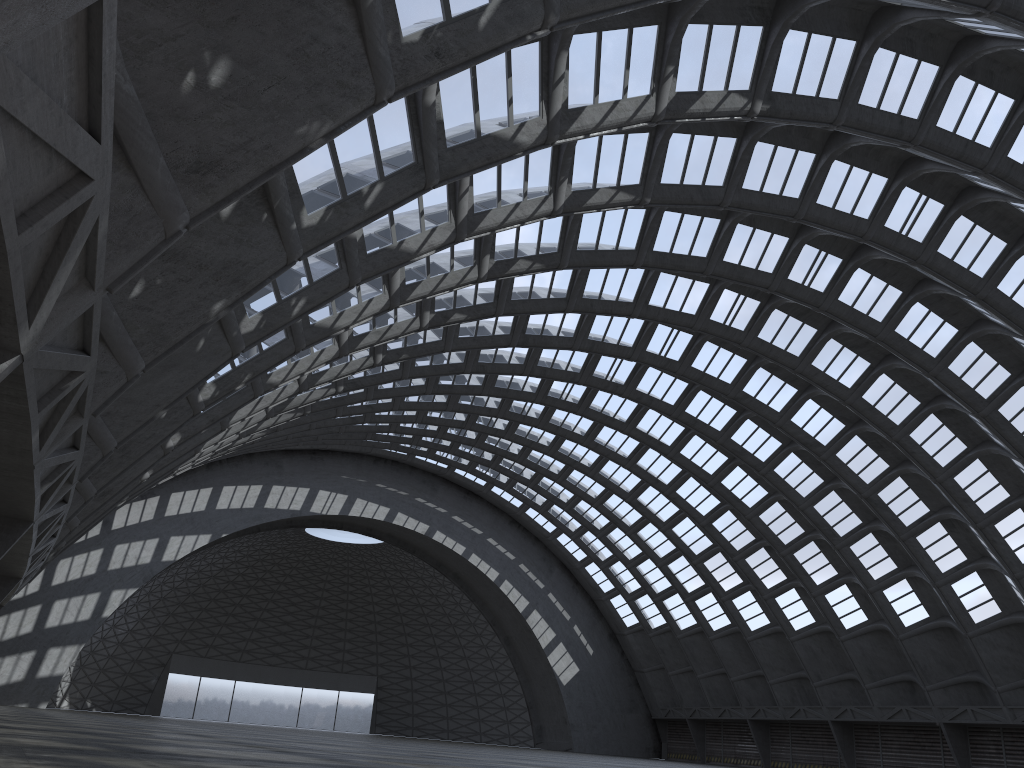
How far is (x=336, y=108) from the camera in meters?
9.3

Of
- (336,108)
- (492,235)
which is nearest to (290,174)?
(336,108)
